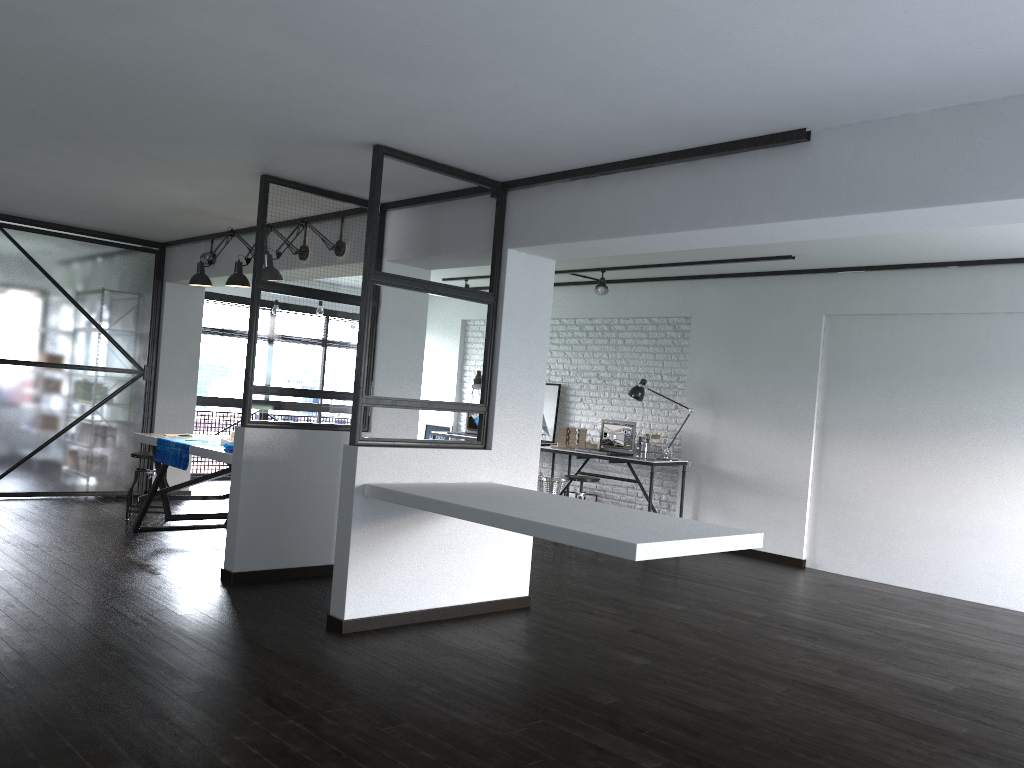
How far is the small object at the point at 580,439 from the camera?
8.5 meters

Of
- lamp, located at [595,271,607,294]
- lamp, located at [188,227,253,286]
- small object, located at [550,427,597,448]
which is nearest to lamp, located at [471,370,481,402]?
small object, located at [550,427,597,448]

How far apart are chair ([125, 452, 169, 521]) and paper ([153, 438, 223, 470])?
0.9 meters

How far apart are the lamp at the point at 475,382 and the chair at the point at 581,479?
2.3m

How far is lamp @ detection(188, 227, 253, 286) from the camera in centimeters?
625cm

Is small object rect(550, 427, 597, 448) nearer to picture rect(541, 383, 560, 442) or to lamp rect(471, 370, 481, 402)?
picture rect(541, 383, 560, 442)

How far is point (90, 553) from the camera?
5.4 meters

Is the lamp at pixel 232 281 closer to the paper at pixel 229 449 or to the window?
the paper at pixel 229 449

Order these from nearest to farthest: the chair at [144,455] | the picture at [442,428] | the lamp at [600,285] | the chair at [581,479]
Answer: the chair at [144,455] < the chair at [581,479] < the lamp at [600,285] < the picture at [442,428]

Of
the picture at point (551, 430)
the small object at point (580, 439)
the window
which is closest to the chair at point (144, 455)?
the window
